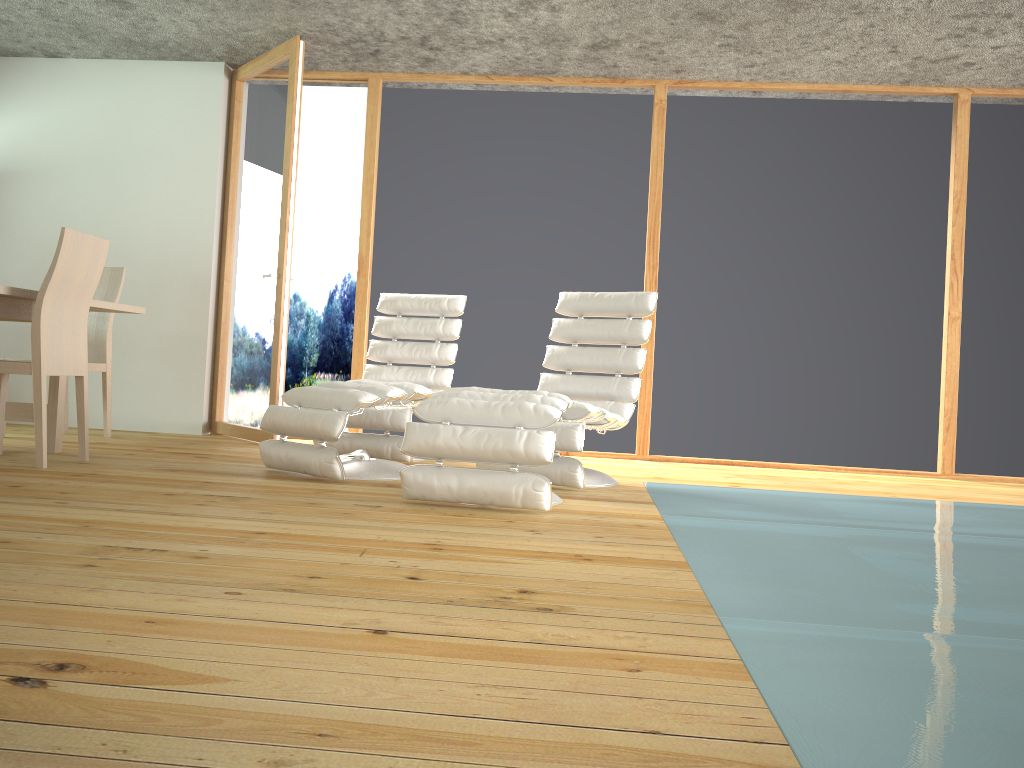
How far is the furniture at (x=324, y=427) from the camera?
3.74m

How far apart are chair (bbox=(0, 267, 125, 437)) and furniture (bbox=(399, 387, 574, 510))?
2.6 meters

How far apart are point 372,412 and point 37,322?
1.6m

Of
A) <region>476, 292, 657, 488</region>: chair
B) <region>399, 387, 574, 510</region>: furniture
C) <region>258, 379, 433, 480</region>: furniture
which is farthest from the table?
<region>476, 292, 657, 488</region>: chair

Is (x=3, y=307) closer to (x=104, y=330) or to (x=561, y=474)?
(x=104, y=330)

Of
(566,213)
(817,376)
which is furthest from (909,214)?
(566,213)

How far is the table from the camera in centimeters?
388cm

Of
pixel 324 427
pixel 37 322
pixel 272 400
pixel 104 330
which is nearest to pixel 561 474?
pixel 324 427

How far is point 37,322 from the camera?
3.72m

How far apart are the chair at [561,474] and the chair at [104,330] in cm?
→ 259
